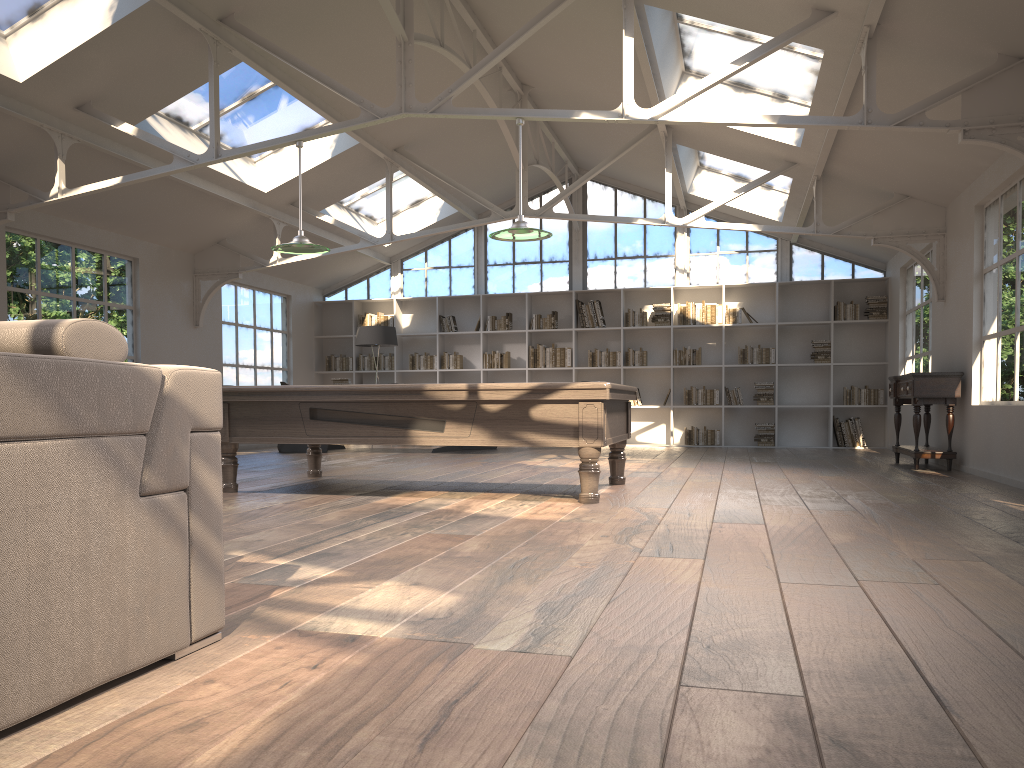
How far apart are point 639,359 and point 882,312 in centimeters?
344cm

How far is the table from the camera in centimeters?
819cm

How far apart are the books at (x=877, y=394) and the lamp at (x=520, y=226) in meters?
7.6

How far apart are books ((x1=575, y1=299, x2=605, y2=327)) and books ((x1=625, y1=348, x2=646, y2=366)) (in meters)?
0.60

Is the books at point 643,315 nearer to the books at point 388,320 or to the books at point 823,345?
the books at point 823,345

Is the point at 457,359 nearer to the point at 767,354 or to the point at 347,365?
the point at 347,365

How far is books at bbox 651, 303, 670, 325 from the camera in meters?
13.1 m

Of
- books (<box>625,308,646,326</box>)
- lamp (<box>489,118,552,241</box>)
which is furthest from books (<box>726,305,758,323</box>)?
lamp (<box>489,118,552,241</box>)

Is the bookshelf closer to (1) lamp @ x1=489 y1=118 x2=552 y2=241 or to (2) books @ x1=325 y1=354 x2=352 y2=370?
(2) books @ x1=325 y1=354 x2=352 y2=370

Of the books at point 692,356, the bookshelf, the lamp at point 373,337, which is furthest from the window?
the lamp at point 373,337
